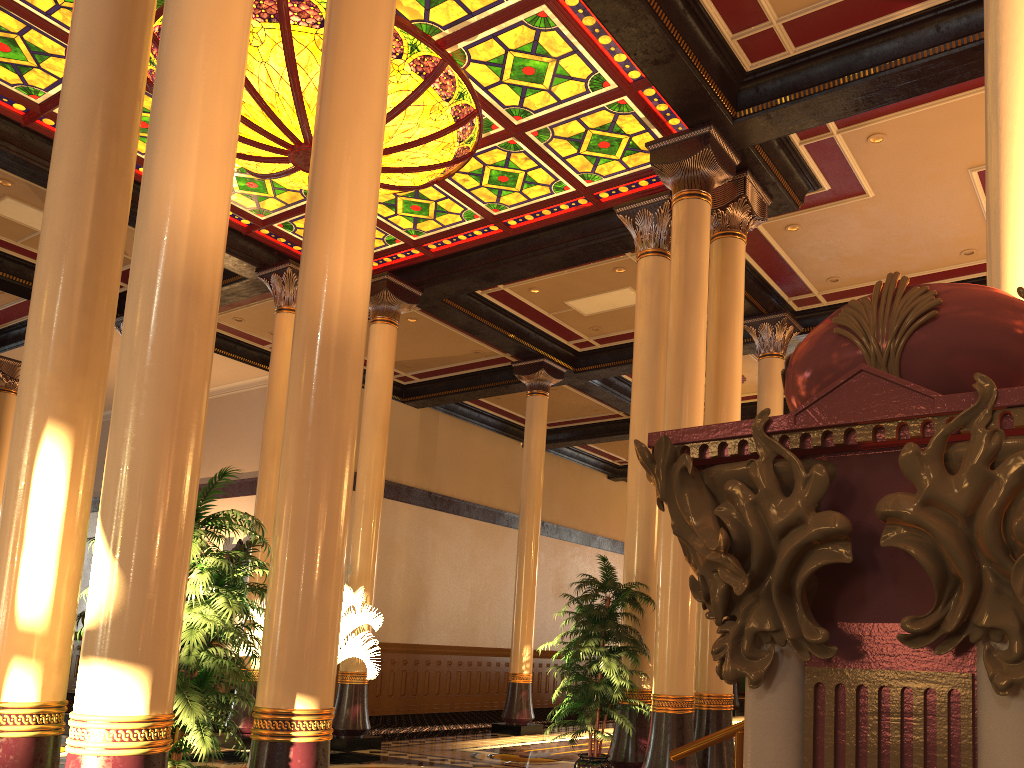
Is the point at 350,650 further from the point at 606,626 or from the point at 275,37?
the point at 275,37

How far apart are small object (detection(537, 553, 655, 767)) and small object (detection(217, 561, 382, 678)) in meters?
2.8 m

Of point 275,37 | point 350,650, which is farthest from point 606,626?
point 275,37

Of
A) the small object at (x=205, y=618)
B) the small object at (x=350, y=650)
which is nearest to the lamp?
the small object at (x=205, y=618)

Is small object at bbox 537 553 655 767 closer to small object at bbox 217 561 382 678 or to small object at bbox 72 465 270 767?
small object at bbox 217 561 382 678

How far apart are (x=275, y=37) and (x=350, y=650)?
6.34m

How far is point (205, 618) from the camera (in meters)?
4.09

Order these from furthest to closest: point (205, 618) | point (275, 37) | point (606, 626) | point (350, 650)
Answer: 1. point (350, 650)
2. point (275, 37)
3. point (606, 626)
4. point (205, 618)

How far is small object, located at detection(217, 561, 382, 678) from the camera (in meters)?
9.80

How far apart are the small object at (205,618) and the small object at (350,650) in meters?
5.0 m
